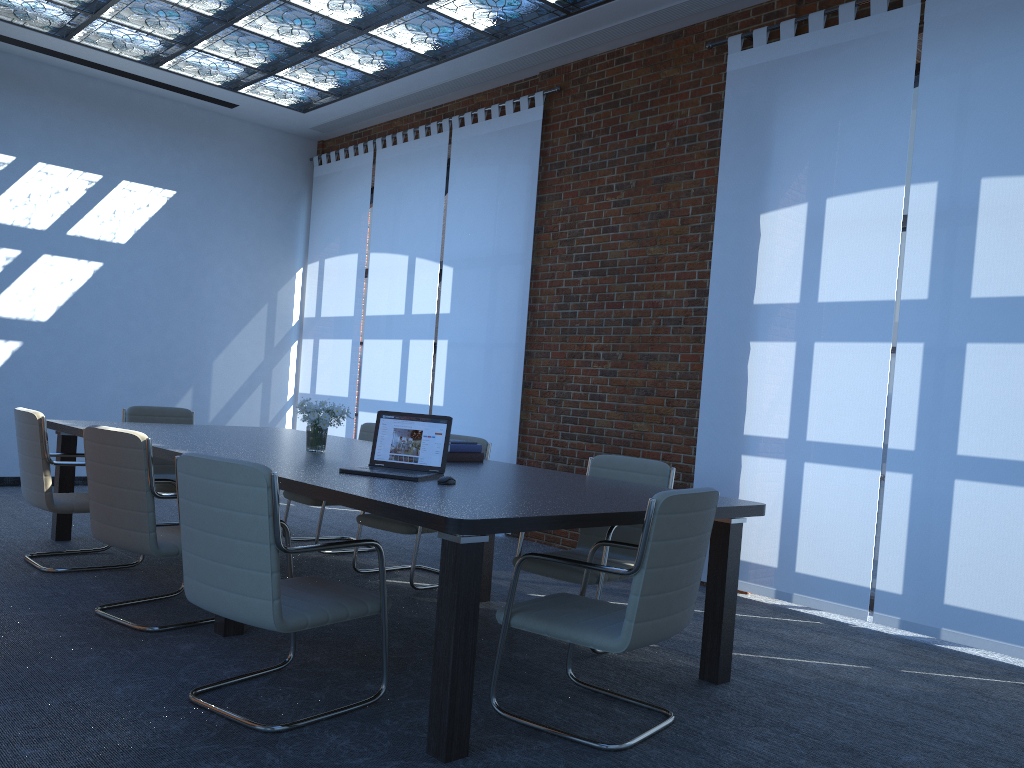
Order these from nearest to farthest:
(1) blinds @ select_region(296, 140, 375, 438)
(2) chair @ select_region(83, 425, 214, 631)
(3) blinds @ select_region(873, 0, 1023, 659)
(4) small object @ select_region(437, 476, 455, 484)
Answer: (4) small object @ select_region(437, 476, 455, 484)
(2) chair @ select_region(83, 425, 214, 631)
(3) blinds @ select_region(873, 0, 1023, 659)
(1) blinds @ select_region(296, 140, 375, 438)

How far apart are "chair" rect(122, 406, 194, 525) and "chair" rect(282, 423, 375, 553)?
0.79m

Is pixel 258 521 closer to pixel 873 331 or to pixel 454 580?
pixel 454 580

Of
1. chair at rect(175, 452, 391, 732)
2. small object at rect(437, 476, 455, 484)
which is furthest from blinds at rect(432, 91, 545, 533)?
chair at rect(175, 452, 391, 732)

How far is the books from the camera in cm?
497

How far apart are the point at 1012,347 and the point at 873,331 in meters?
0.8

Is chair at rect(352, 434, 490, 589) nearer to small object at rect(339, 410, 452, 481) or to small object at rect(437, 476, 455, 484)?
small object at rect(339, 410, 452, 481)

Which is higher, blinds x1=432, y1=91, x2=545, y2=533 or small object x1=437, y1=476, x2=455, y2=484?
blinds x1=432, y1=91, x2=545, y2=533

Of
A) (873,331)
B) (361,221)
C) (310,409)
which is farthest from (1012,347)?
(361,221)

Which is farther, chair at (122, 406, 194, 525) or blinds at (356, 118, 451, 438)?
blinds at (356, 118, 451, 438)
